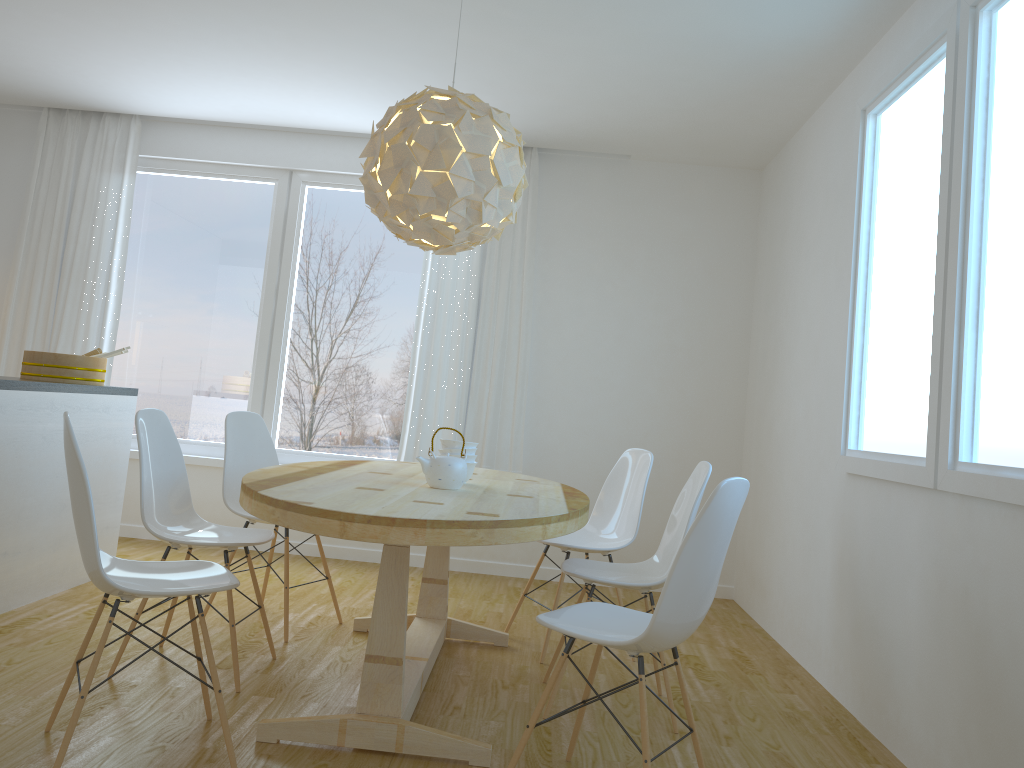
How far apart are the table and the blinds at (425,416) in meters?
1.3 m

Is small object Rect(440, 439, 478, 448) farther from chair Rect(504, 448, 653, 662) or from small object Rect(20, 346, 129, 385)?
small object Rect(20, 346, 129, 385)

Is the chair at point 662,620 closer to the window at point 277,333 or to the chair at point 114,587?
the chair at point 114,587

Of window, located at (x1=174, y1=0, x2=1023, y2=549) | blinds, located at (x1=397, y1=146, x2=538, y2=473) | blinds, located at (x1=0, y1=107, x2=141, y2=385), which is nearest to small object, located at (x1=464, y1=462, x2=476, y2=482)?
window, located at (x1=174, y1=0, x2=1023, y2=549)

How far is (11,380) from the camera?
3.5 meters

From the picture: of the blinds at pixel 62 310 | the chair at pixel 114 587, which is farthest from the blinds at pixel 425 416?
the chair at pixel 114 587

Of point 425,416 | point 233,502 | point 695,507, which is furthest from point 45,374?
point 695,507

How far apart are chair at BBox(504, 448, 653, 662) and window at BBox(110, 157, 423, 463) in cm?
187

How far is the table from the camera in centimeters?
227cm

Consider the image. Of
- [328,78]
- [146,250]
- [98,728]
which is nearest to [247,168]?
[146,250]
